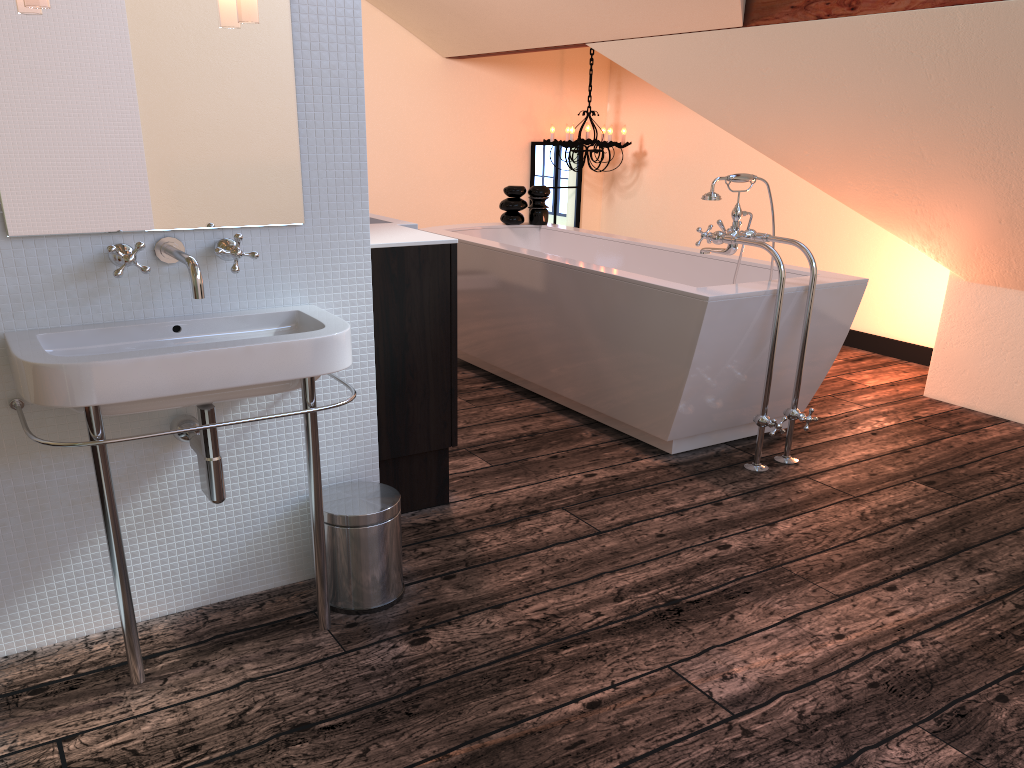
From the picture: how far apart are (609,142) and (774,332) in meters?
3.2 m

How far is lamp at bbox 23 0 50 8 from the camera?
1.60m

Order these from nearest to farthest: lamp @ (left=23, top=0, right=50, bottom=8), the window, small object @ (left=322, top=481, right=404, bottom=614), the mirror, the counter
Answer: lamp @ (left=23, top=0, right=50, bottom=8) → the mirror → small object @ (left=322, top=481, right=404, bottom=614) → the counter → the window

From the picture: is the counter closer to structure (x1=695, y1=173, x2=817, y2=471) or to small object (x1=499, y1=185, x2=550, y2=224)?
structure (x1=695, y1=173, x2=817, y2=471)

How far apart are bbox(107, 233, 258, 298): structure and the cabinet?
0.57m

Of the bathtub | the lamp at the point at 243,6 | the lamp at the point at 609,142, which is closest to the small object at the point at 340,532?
the lamp at the point at 243,6

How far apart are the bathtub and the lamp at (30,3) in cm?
198

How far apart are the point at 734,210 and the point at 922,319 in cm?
203

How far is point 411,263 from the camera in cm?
252

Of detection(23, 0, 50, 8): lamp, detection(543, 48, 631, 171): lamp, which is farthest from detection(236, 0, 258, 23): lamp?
detection(543, 48, 631, 171): lamp
